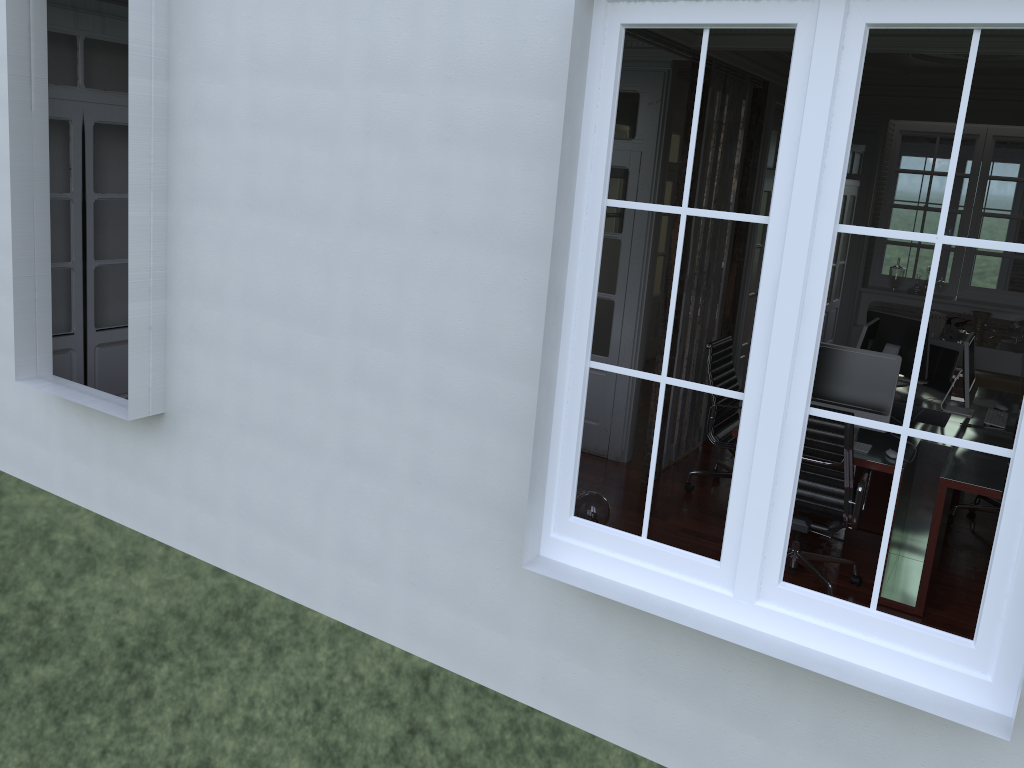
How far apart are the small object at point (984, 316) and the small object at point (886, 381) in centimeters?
328cm

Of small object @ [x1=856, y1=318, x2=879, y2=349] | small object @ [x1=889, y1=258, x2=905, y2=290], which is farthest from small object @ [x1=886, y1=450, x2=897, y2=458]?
small object @ [x1=889, y1=258, x2=905, y2=290]

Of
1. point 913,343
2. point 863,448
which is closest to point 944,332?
point 913,343

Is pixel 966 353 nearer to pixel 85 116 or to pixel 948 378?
pixel 948 378

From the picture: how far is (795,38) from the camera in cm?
248

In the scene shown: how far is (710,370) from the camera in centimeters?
563cm

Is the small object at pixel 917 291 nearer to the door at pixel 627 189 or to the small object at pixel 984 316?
the small object at pixel 984 316

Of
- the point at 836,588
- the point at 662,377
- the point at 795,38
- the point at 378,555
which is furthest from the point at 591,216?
the point at 836,588

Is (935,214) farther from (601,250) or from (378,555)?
(378,555)

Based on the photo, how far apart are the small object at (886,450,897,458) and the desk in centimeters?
3cm
